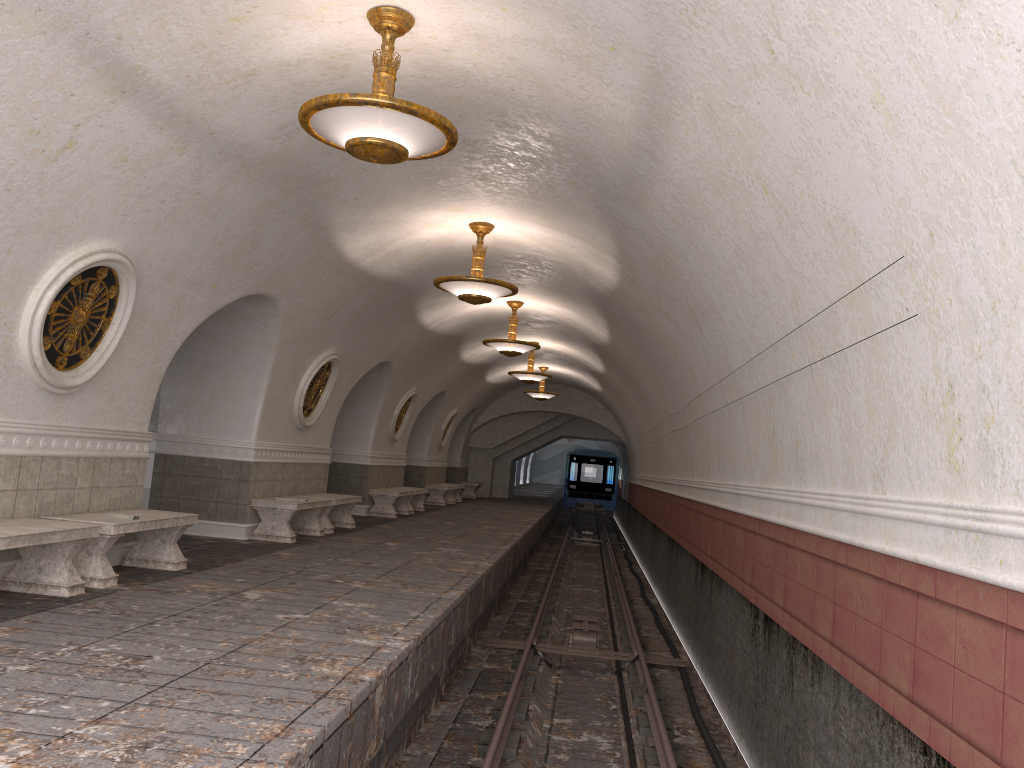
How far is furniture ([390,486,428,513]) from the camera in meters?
18.9 m

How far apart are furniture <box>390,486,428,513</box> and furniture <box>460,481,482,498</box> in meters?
9.3

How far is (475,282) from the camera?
10.0m

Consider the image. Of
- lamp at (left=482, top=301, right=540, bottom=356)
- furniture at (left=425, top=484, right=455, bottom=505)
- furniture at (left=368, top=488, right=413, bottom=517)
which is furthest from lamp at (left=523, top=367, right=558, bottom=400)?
lamp at (left=482, top=301, right=540, bottom=356)

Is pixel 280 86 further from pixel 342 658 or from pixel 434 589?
pixel 434 589

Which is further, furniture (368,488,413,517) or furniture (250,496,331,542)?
furniture (368,488,413,517)

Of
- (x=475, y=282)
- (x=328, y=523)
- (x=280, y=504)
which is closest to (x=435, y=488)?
(x=328, y=523)

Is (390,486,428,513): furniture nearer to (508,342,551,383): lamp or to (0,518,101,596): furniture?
(508,342,551,383): lamp

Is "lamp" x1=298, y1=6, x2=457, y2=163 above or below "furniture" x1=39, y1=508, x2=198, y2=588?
above

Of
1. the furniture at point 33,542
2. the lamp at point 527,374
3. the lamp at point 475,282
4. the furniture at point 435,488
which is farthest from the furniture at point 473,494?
the furniture at point 33,542
